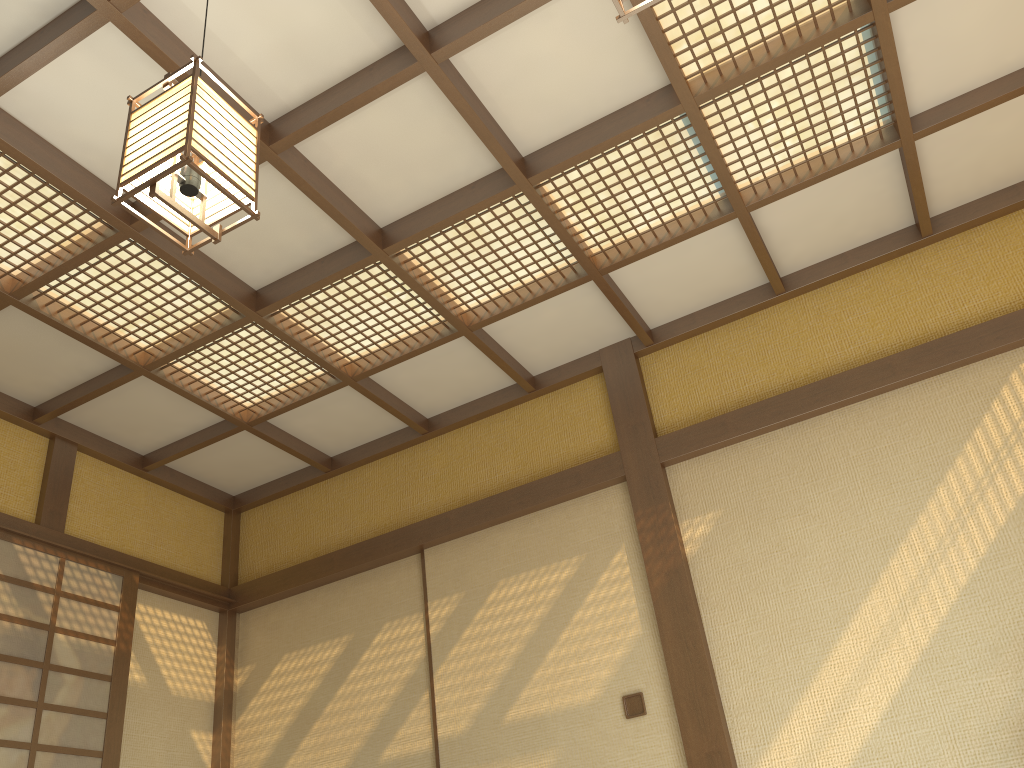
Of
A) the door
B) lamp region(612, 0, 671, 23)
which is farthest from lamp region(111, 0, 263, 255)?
the door

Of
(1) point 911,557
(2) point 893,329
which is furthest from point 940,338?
(1) point 911,557

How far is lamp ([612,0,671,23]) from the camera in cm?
174

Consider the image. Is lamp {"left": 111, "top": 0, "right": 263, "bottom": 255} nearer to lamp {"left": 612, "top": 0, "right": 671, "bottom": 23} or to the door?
lamp {"left": 612, "top": 0, "right": 671, "bottom": 23}

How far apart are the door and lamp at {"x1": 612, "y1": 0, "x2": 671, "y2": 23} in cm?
389

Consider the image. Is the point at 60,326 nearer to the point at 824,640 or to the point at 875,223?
the point at 824,640

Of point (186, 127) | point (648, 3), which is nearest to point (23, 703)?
point (186, 127)

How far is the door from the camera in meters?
4.0 m

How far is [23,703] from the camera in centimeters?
403cm

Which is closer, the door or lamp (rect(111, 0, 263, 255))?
lamp (rect(111, 0, 263, 255))
